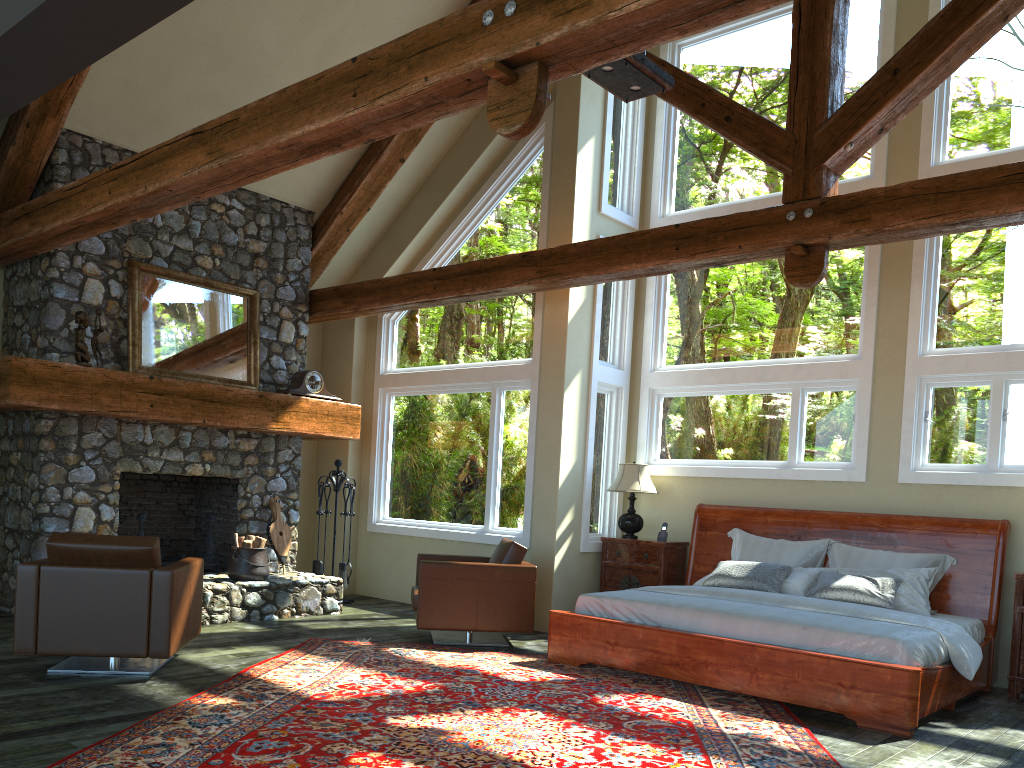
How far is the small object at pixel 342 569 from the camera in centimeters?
952cm

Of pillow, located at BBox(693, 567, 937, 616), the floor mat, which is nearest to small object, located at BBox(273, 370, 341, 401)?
the floor mat

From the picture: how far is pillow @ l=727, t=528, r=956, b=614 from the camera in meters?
6.9

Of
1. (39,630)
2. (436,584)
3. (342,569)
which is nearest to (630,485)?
(436,584)

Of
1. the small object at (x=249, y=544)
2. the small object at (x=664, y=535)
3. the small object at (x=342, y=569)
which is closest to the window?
the small object at (x=342, y=569)

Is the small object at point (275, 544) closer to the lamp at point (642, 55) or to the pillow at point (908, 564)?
the pillow at point (908, 564)

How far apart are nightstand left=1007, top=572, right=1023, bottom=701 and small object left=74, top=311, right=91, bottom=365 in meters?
7.4 m

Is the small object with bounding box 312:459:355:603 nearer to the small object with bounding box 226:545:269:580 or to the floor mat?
the small object with bounding box 226:545:269:580

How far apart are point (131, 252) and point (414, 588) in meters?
3.9

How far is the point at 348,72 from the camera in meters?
4.3
